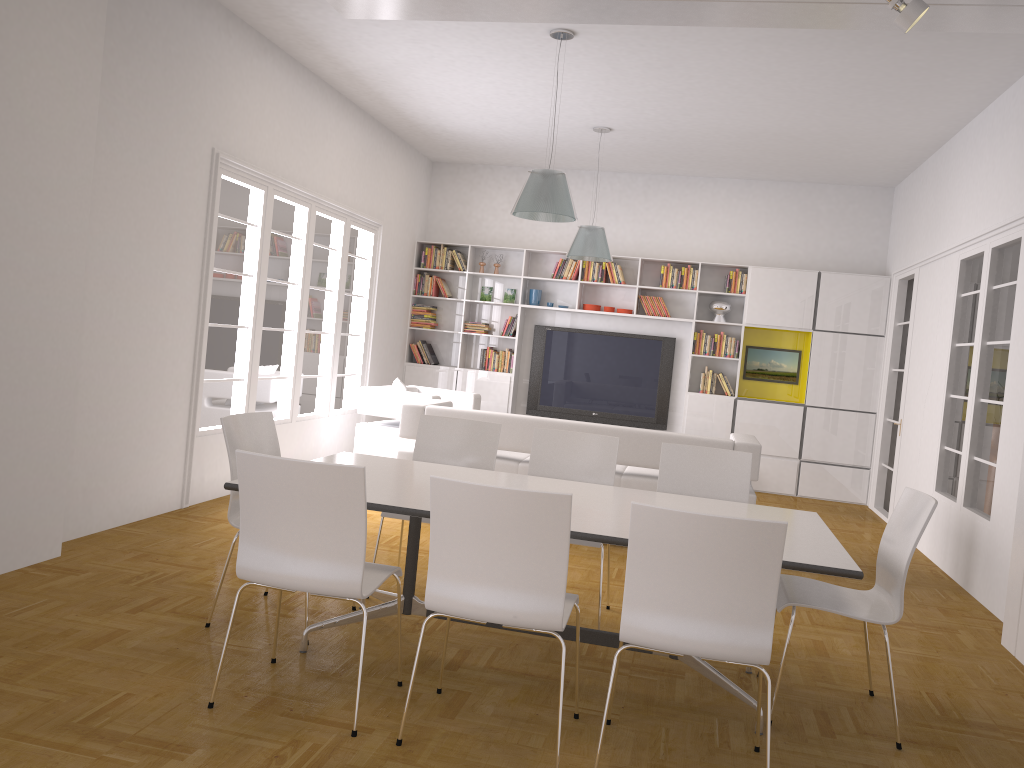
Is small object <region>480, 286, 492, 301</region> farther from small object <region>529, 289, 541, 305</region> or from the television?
the television

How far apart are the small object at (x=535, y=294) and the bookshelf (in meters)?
0.11

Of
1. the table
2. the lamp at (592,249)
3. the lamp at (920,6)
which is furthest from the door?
the table

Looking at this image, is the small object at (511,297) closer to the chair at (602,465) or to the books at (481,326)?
the books at (481,326)

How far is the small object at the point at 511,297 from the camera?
10.6m

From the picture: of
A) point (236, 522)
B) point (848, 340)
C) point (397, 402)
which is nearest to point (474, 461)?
point (236, 522)

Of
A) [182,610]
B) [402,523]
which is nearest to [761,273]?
[402,523]

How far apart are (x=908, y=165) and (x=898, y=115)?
1.8m

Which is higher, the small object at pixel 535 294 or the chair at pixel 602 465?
the small object at pixel 535 294

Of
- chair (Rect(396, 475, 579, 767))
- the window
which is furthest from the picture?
chair (Rect(396, 475, 579, 767))
